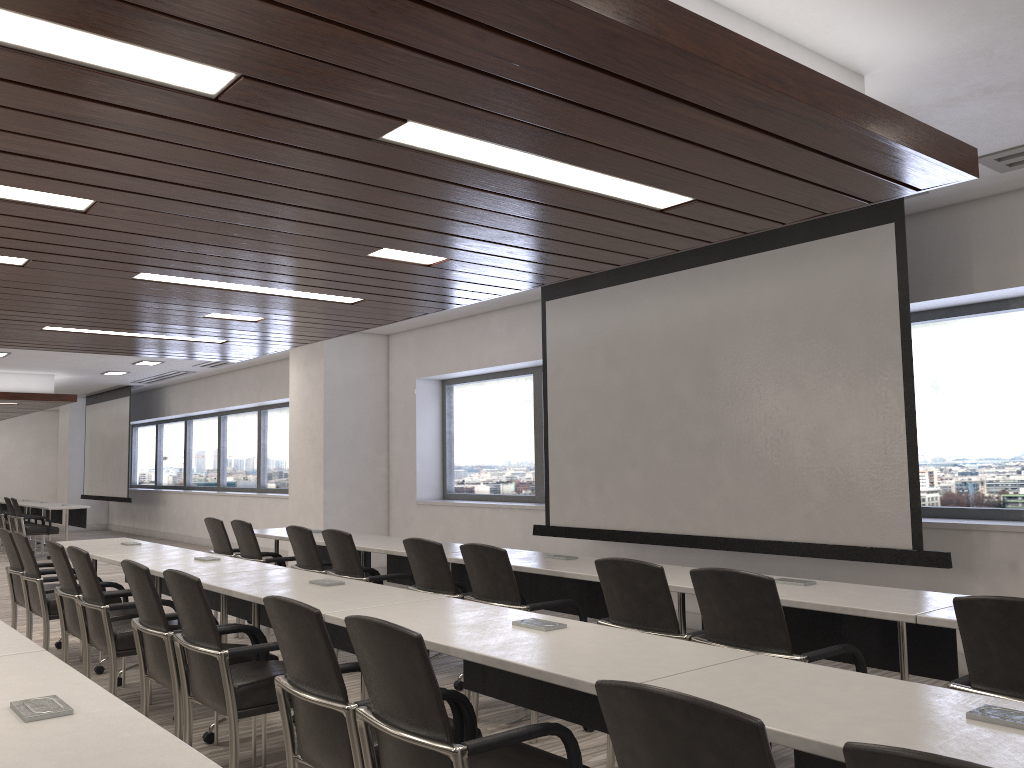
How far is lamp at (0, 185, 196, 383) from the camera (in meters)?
3.66

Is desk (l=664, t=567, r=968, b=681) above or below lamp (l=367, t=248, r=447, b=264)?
below

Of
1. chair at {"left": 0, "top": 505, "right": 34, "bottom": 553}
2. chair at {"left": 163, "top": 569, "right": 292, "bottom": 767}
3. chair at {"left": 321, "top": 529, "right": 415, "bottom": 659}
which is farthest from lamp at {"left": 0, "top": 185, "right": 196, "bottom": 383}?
chair at {"left": 0, "top": 505, "right": 34, "bottom": 553}

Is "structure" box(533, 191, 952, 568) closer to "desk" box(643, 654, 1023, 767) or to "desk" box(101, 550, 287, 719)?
"desk" box(101, 550, 287, 719)

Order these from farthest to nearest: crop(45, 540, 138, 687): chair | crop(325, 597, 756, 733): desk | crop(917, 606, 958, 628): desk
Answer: crop(45, 540, 138, 687): chair → crop(917, 606, 958, 628): desk → crop(325, 597, 756, 733): desk

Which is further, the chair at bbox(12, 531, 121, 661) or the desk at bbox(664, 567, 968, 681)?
the chair at bbox(12, 531, 121, 661)

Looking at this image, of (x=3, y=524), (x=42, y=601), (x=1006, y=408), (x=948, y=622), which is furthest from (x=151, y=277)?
(x=3, y=524)

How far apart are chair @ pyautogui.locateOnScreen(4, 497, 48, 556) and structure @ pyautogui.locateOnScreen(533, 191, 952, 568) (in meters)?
10.06

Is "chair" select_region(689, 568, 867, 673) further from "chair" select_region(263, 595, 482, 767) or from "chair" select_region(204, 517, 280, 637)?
"chair" select_region(204, 517, 280, 637)

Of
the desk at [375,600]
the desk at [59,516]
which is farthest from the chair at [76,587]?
the desk at [59,516]
